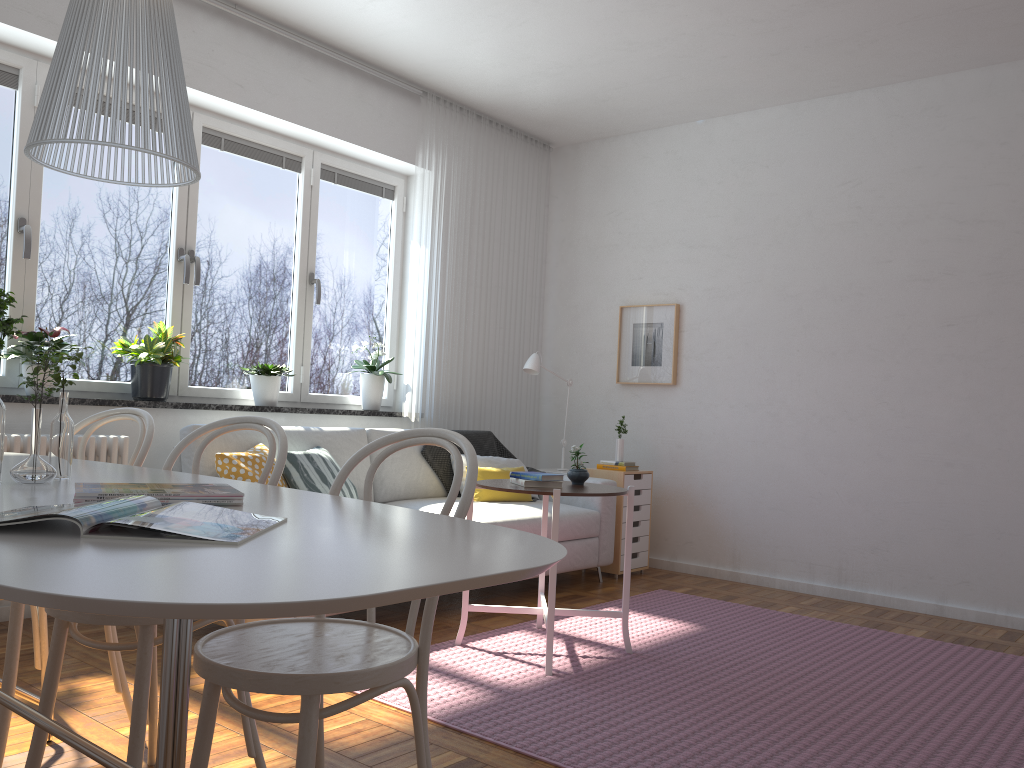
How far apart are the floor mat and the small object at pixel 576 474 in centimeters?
67cm

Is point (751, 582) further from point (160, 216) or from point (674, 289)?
point (160, 216)

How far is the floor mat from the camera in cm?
259

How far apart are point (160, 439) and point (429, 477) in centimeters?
146cm

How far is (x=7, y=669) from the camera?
2.21m

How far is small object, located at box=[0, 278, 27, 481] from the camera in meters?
1.7 m

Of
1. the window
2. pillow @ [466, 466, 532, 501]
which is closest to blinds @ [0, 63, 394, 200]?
the window

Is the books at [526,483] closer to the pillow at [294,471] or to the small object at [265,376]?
the pillow at [294,471]

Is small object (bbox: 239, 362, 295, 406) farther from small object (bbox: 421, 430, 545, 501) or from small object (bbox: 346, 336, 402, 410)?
small object (bbox: 421, 430, 545, 501)

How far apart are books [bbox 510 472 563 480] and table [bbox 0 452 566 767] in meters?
1.6
